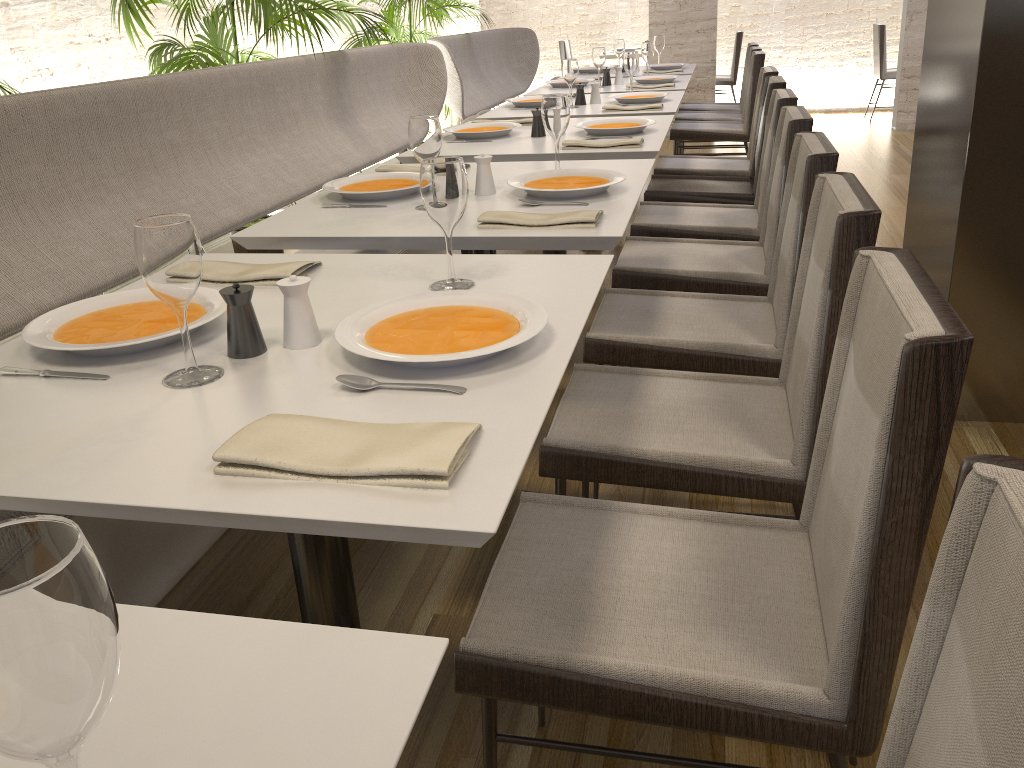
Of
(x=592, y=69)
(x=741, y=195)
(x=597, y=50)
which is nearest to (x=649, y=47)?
(x=597, y=50)

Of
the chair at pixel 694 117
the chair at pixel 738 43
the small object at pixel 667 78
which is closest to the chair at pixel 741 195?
the small object at pixel 667 78

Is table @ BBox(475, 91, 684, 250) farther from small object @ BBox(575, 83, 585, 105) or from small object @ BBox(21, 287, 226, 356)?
small object @ BBox(21, 287, 226, 356)

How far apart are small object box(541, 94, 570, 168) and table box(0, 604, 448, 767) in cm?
205

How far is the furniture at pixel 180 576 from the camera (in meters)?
2.12

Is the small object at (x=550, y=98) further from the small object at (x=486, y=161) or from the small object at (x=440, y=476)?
the small object at (x=440, y=476)

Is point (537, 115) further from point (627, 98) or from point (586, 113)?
point (627, 98)

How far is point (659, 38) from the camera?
6.57m

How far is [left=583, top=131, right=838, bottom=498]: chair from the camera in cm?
198

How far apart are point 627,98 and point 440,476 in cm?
372
